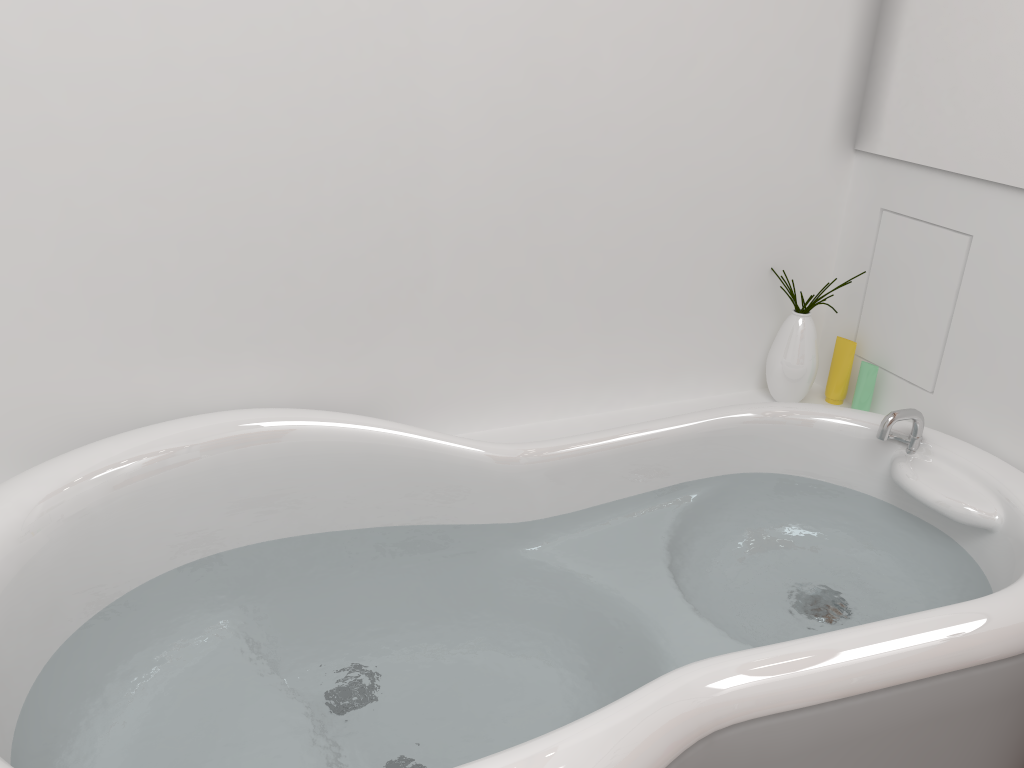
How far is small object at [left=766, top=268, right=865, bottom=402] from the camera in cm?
194

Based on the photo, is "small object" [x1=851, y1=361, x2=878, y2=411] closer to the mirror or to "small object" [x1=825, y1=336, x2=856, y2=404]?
"small object" [x1=825, y1=336, x2=856, y2=404]

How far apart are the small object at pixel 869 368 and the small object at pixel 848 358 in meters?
0.0

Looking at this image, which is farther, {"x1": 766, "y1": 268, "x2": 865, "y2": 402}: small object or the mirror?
{"x1": 766, "y1": 268, "x2": 865, "y2": 402}: small object

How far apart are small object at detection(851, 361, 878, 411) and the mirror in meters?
0.4

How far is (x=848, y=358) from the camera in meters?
2.0

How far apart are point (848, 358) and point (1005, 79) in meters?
0.6 m

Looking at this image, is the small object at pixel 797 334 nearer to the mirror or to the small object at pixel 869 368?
the small object at pixel 869 368

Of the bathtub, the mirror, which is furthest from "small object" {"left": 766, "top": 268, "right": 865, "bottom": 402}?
the mirror

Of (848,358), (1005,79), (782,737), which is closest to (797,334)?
(848,358)
